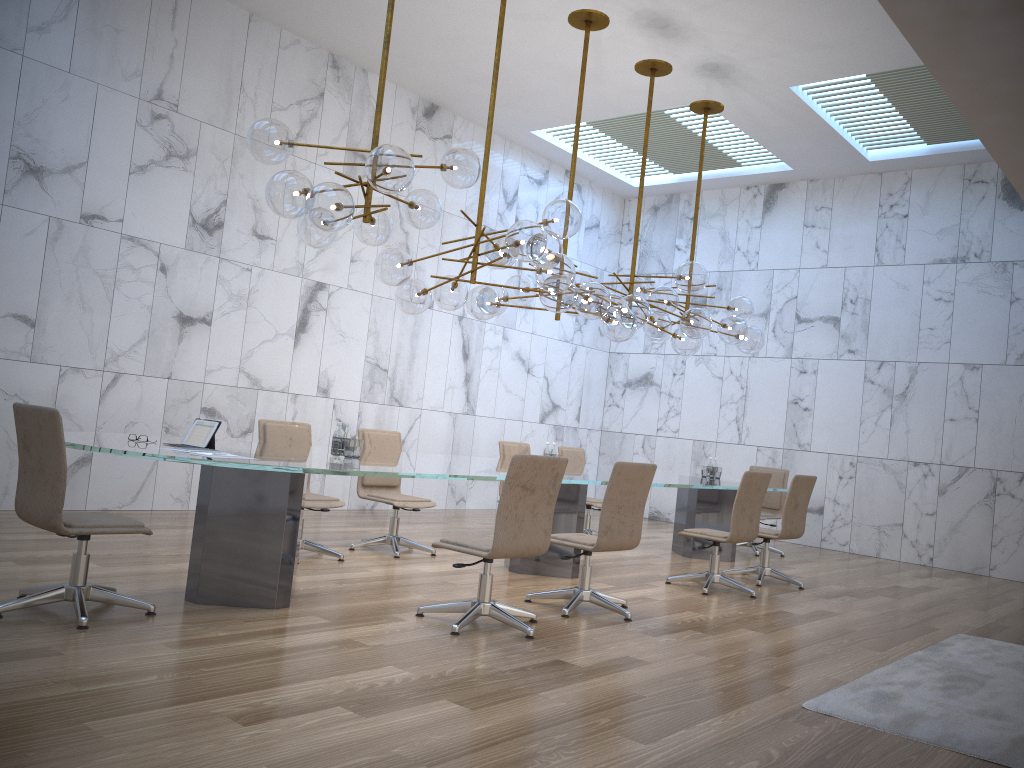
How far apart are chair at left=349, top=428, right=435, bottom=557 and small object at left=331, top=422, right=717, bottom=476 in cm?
167

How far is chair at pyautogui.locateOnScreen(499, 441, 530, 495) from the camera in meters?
8.9

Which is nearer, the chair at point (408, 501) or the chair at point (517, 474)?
the chair at point (517, 474)

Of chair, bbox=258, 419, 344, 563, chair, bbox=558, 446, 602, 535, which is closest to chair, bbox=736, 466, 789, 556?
chair, bbox=558, 446, 602, 535

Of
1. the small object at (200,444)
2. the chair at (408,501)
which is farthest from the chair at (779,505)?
the small object at (200,444)

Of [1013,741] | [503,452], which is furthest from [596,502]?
[1013,741]

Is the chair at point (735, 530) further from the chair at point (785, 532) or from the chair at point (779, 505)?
the chair at point (779, 505)

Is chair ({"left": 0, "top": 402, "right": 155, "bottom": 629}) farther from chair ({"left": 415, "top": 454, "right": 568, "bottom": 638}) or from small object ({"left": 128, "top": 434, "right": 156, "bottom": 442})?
chair ({"left": 415, "top": 454, "right": 568, "bottom": 638})

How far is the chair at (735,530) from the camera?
6.94m

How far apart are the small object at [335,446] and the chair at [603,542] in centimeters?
148cm
